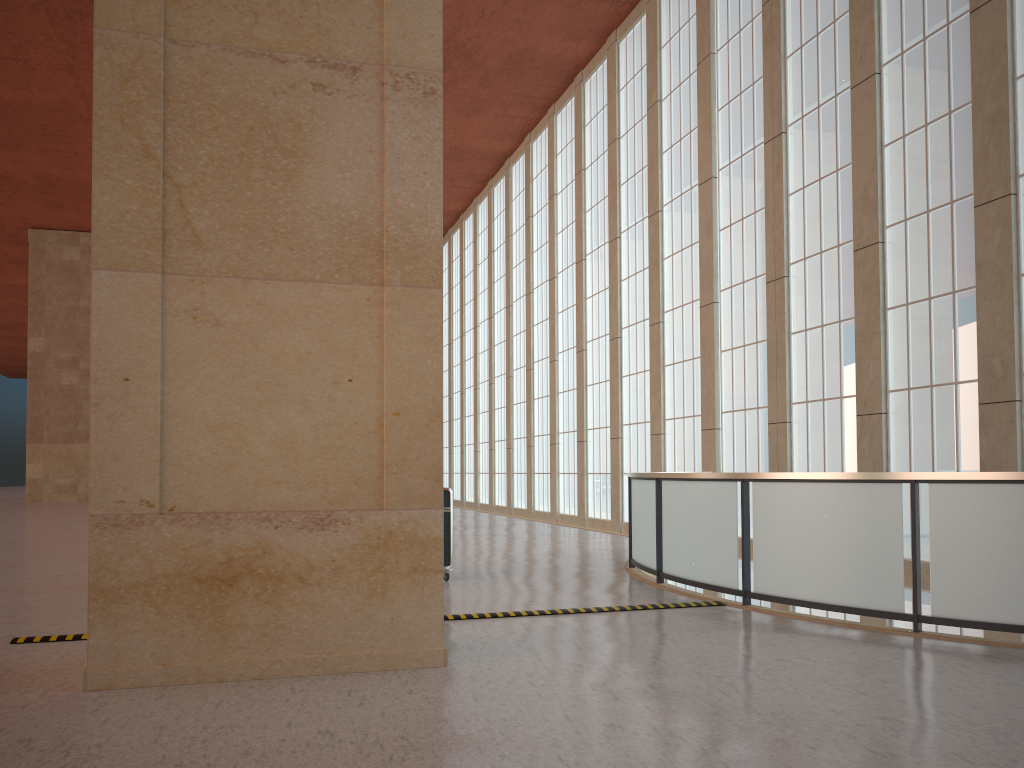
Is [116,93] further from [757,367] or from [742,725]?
[757,367]

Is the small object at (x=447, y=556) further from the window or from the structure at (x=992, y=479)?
the window

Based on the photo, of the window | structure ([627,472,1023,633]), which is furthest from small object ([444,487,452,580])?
the window

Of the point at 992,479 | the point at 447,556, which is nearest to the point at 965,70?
the point at 992,479

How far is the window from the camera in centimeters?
1639cm

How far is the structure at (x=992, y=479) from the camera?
9.1 meters

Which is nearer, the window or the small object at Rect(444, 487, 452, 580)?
the small object at Rect(444, 487, 452, 580)

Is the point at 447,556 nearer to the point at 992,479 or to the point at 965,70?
the point at 992,479

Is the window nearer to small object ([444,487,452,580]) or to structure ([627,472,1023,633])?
structure ([627,472,1023,633])

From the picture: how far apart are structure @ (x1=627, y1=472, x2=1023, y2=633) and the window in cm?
572
